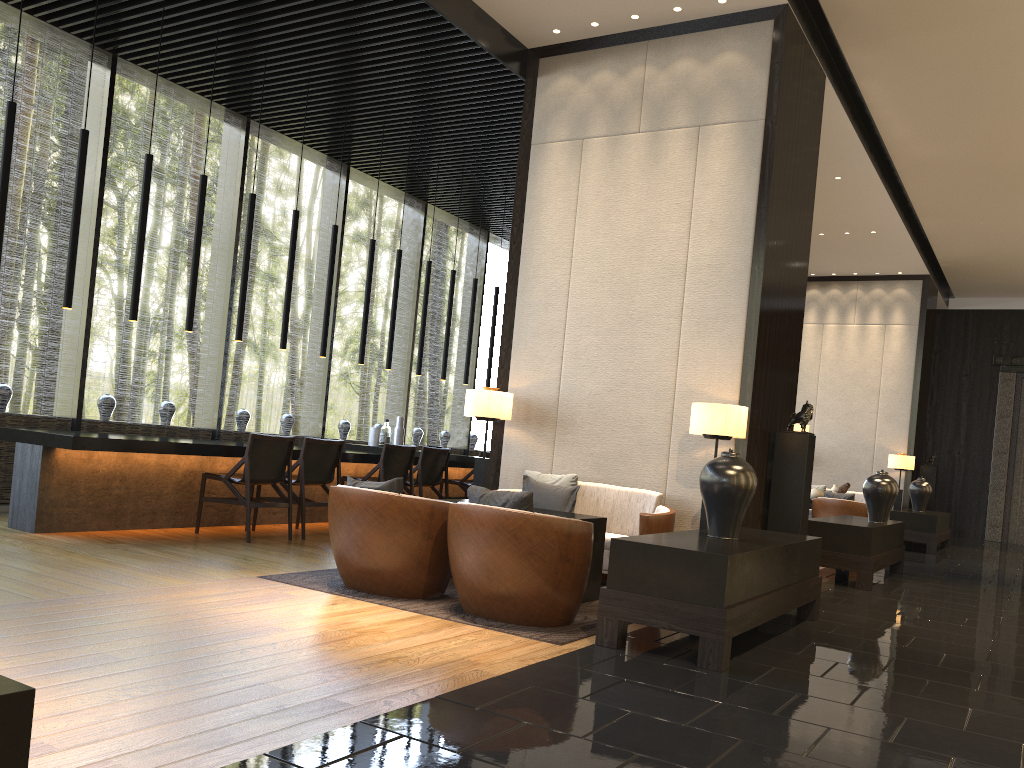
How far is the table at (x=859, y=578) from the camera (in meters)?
7.19

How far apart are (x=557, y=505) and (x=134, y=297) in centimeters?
354cm

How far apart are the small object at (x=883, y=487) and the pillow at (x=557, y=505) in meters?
3.3

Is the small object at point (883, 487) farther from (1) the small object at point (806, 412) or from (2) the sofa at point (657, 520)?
(2) the sofa at point (657, 520)

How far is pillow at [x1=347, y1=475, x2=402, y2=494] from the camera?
4.9 meters

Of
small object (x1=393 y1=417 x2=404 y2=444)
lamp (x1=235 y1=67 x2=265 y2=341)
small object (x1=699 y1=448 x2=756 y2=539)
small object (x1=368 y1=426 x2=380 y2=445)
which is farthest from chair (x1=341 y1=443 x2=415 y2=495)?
small object (x1=699 y1=448 x2=756 y2=539)

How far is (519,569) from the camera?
4.4m

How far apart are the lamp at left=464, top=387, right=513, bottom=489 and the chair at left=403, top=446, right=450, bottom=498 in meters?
1.7 m

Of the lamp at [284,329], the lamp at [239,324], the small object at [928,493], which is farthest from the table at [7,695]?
the small object at [928,493]

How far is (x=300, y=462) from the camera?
7.16m
